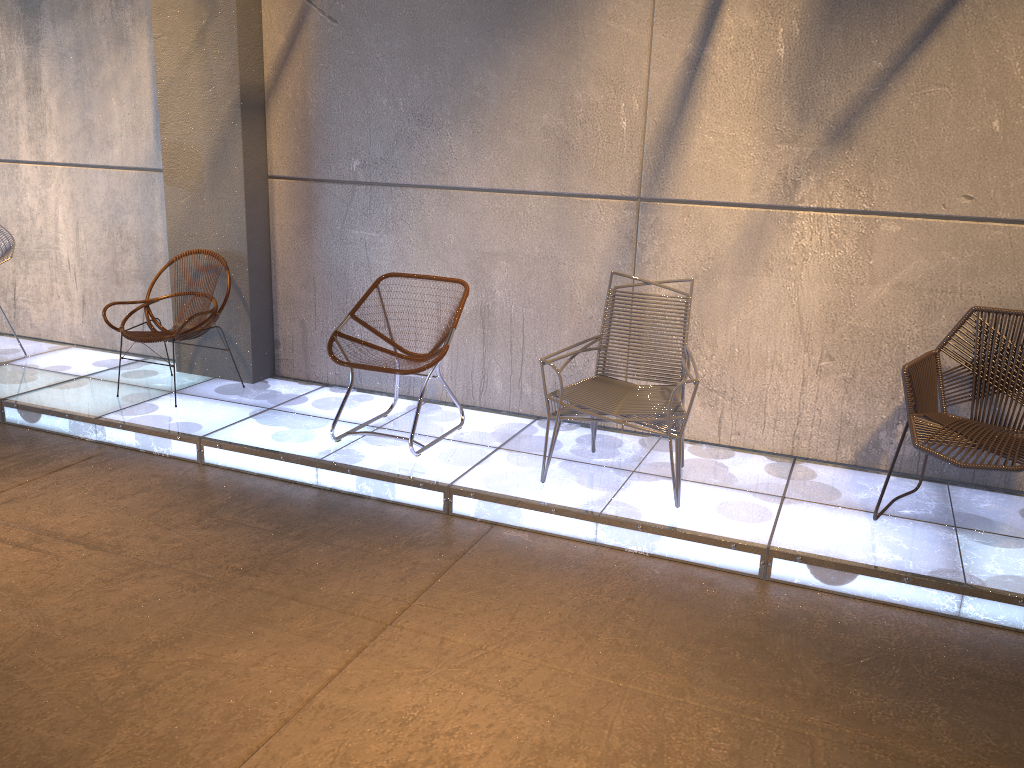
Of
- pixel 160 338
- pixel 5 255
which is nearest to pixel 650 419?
pixel 160 338

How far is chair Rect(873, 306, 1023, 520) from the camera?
3.5 meters

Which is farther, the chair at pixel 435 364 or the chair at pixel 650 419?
the chair at pixel 435 364

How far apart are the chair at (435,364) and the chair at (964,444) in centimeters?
204cm

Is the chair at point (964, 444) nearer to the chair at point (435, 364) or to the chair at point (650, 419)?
the chair at point (650, 419)

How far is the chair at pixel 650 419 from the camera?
3.8m

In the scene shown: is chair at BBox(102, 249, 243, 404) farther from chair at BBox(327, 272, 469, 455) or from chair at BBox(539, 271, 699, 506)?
chair at BBox(539, 271, 699, 506)

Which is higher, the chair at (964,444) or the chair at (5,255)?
the chair at (5,255)

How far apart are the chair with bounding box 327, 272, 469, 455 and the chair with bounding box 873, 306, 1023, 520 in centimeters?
204cm

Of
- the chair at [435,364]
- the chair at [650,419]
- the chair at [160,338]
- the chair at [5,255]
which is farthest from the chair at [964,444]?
the chair at [5,255]
